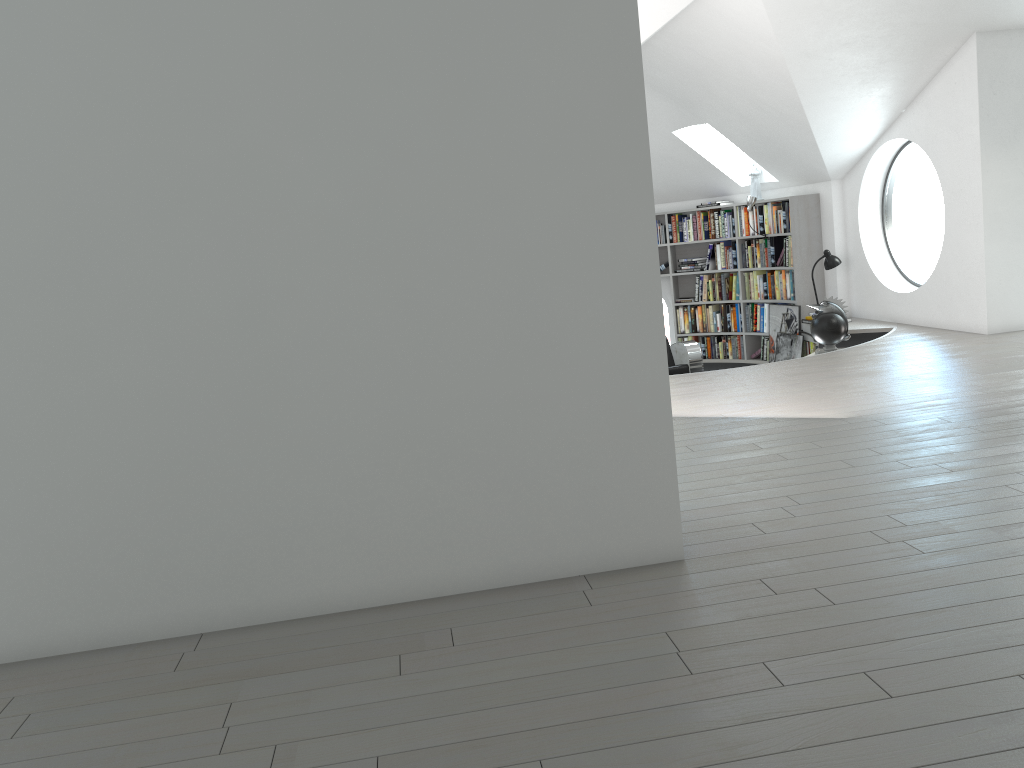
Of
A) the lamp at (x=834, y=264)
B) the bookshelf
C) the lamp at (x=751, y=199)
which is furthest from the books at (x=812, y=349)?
the lamp at (x=751, y=199)

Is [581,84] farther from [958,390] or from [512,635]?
[958,390]

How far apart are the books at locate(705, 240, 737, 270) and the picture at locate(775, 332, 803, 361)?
1.16m

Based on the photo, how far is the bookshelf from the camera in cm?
966

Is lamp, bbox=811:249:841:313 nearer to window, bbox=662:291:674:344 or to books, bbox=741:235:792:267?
books, bbox=741:235:792:267

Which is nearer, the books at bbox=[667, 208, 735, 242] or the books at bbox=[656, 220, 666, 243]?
the books at bbox=[667, 208, 735, 242]

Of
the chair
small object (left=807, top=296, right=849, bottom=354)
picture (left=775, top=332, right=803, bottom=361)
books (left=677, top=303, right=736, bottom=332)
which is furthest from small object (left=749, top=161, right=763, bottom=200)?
small object (left=807, top=296, right=849, bottom=354)

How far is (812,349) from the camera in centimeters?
960cm

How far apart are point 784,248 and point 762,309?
Result: 0.83m

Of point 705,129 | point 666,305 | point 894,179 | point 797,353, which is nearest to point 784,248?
point 797,353
